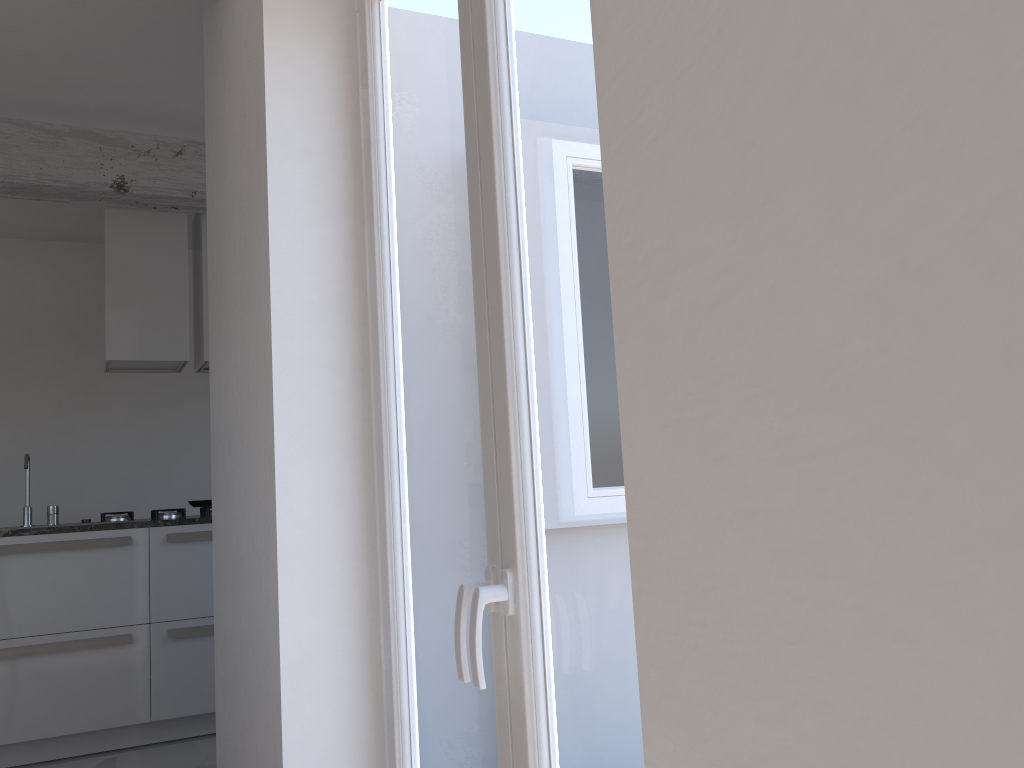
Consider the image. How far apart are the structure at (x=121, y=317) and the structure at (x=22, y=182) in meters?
0.1

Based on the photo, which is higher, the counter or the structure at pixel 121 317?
the structure at pixel 121 317

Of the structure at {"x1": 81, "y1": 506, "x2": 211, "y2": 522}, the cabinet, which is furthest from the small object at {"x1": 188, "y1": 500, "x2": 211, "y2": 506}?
the cabinet

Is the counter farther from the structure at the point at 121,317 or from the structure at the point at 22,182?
the structure at the point at 22,182

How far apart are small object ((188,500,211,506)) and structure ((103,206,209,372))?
0.8m

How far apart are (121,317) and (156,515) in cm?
104

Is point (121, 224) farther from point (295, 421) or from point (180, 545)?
point (295, 421)

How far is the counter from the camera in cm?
382

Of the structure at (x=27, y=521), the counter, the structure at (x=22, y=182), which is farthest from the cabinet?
the structure at (x=22, y=182)

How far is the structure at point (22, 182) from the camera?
4.2 meters
